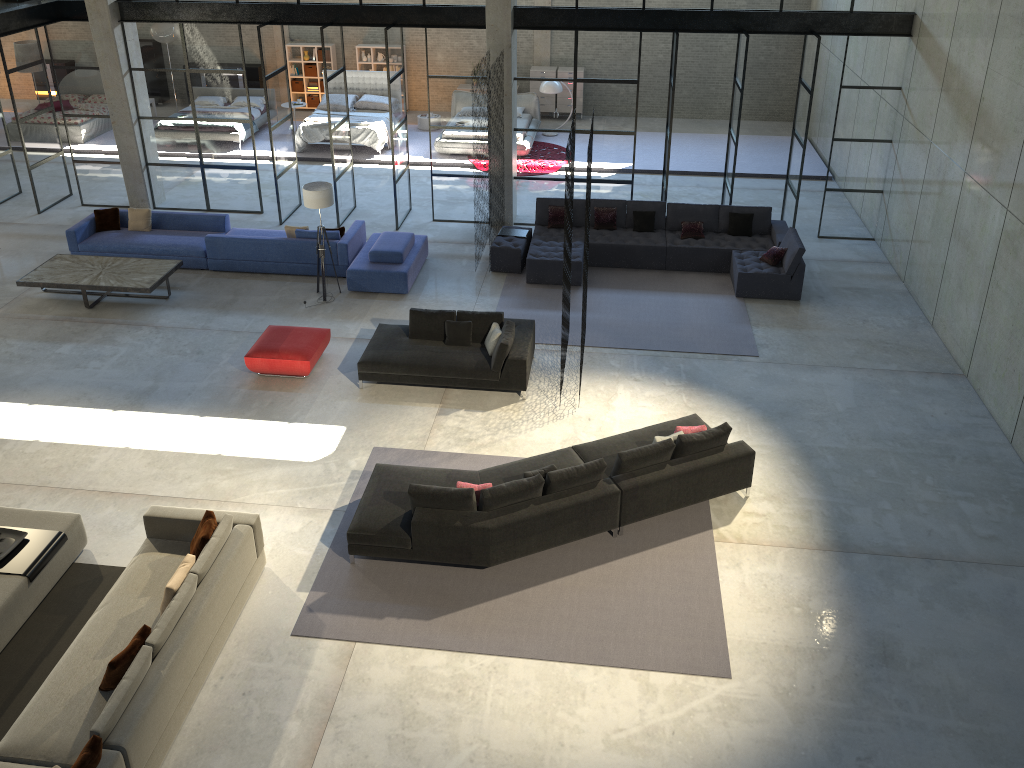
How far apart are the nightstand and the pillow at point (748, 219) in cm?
932

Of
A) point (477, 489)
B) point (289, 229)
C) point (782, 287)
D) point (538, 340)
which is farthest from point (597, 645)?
point (289, 229)

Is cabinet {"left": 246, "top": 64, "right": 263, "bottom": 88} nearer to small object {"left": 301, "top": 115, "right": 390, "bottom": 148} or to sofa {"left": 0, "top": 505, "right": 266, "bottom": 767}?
small object {"left": 301, "top": 115, "right": 390, "bottom": 148}

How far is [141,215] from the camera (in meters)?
14.36

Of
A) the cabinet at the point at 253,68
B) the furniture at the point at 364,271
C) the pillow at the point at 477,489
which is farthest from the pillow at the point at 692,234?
the cabinet at the point at 253,68

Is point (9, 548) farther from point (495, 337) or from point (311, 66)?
point (311, 66)

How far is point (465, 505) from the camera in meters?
8.1 m

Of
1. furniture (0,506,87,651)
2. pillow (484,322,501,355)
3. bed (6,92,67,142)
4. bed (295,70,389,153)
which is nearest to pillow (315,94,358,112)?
bed (295,70,389,153)

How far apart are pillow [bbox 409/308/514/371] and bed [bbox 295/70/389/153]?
8.9 meters

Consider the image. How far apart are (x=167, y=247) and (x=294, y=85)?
10.10m
